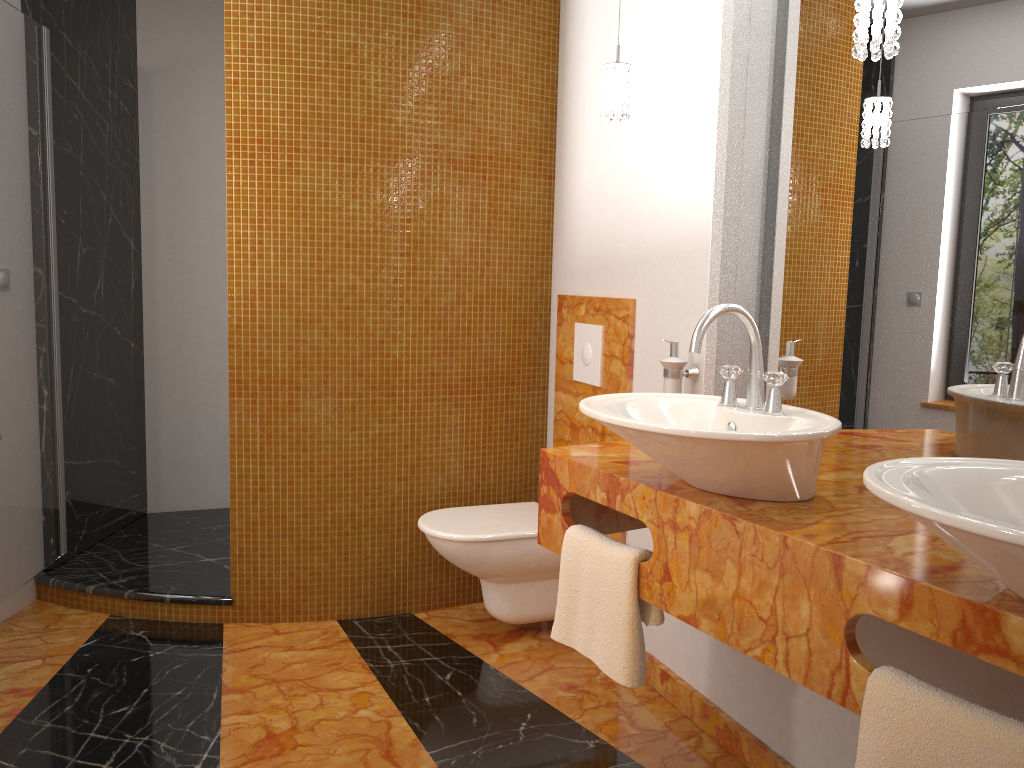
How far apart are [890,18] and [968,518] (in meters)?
0.95

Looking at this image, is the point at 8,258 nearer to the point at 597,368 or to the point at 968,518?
the point at 597,368

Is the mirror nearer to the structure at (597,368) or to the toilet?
the structure at (597,368)

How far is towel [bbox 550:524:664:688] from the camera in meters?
1.8 m

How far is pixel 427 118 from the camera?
2.98m

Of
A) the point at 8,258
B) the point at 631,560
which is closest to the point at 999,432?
the point at 631,560

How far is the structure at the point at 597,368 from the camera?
2.91m

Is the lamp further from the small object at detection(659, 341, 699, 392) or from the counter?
the counter

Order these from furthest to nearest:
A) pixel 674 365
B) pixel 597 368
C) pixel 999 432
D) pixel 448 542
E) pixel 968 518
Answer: pixel 597 368 → pixel 448 542 → pixel 674 365 → pixel 999 432 → pixel 968 518

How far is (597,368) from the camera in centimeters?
291cm
